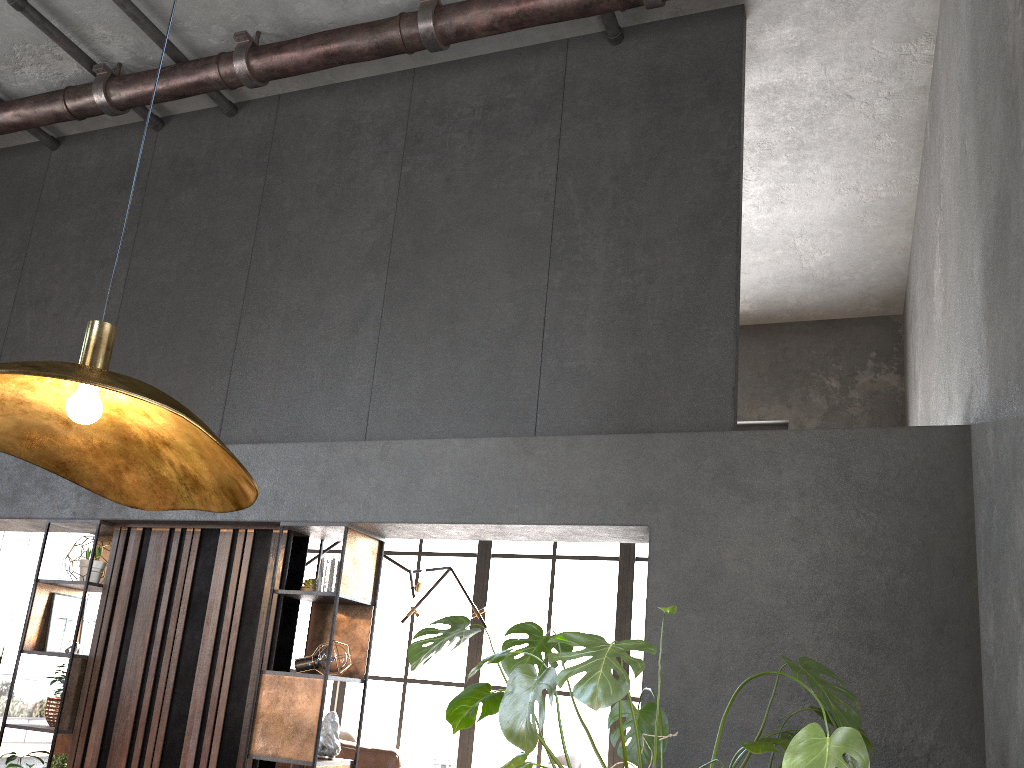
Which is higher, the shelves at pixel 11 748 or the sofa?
the sofa

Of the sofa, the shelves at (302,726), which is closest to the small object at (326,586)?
the shelves at (302,726)

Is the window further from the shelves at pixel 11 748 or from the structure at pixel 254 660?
the structure at pixel 254 660

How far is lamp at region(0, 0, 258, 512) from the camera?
1.3 meters

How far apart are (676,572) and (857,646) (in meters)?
0.78

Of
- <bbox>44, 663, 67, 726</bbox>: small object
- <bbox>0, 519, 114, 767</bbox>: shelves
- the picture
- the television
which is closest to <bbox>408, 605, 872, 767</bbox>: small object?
<bbox>0, 519, 114, 767</bbox>: shelves

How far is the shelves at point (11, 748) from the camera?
7.3 meters

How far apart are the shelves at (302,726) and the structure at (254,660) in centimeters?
7cm

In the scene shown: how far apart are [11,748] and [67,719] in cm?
313

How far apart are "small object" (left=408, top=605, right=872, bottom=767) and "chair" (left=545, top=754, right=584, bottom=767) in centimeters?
419cm
